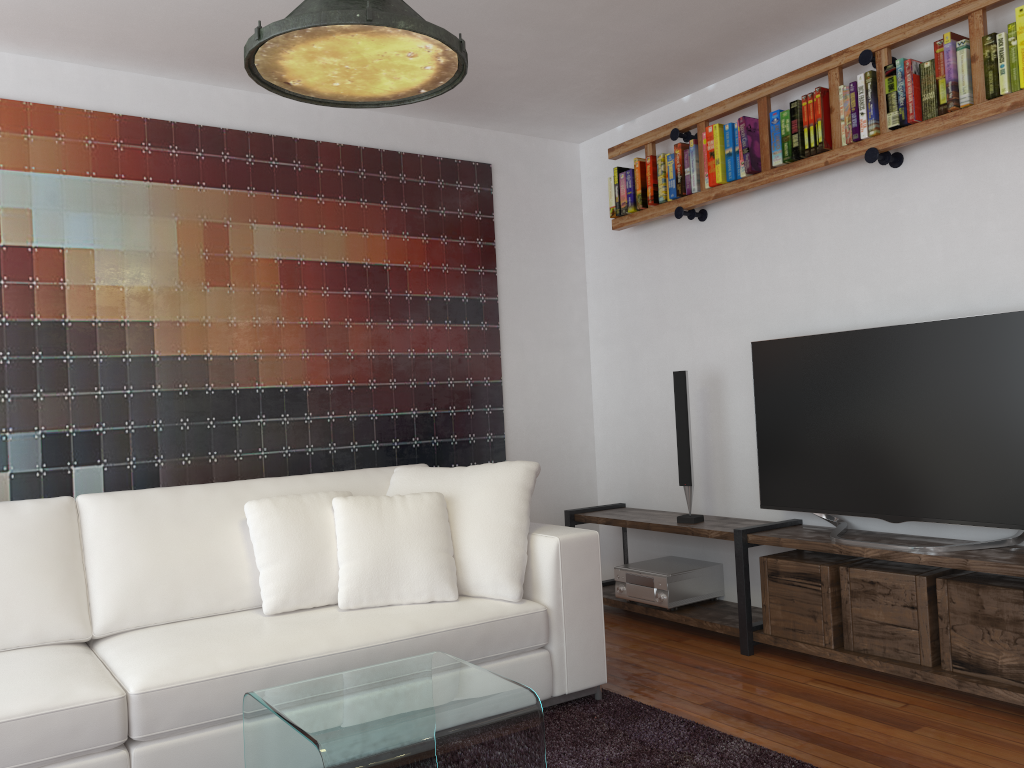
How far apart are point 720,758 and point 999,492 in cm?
129

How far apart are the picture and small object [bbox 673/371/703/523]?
1.0m

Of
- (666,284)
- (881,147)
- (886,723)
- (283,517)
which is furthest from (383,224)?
(886,723)

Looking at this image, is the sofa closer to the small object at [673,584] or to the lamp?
the small object at [673,584]

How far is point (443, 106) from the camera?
4.3m

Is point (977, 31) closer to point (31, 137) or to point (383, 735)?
point (383, 735)

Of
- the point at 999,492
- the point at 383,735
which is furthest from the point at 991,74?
the point at 383,735

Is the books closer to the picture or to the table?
the picture

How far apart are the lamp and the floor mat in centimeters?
193cm

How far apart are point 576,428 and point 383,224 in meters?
1.5 m
